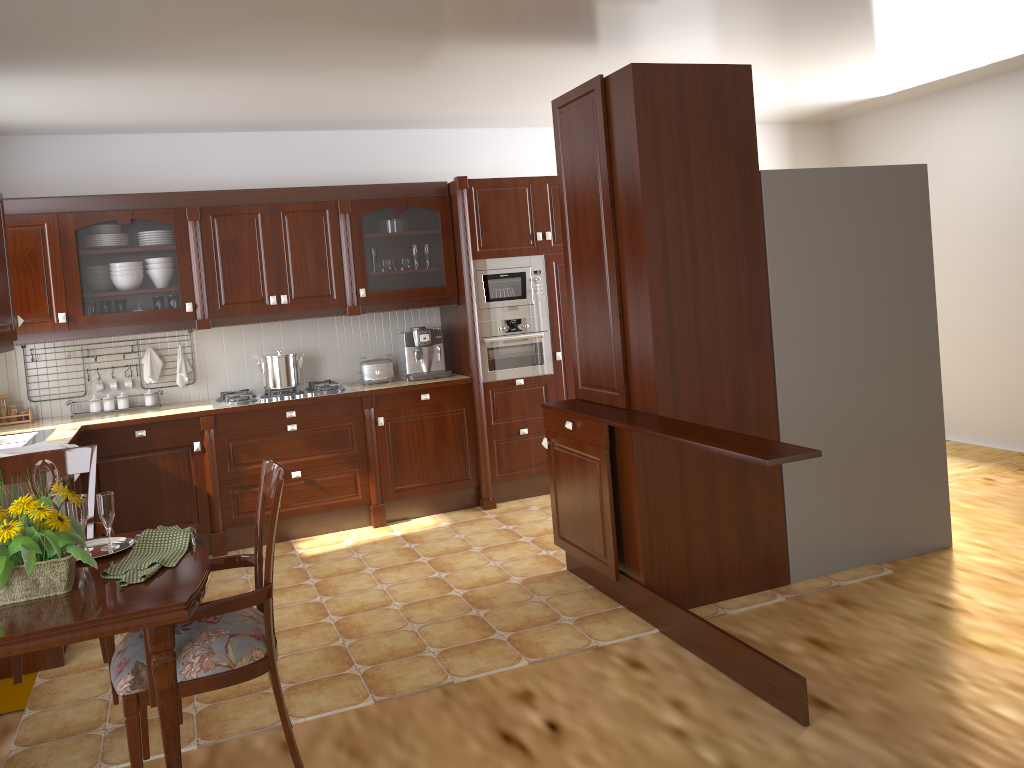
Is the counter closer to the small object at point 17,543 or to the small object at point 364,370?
the small object at point 364,370

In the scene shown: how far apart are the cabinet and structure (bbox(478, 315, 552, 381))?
0.27m

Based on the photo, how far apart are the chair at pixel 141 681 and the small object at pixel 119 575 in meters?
0.1

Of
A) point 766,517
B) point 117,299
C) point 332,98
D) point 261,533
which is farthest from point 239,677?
point 332,98

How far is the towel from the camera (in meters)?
3.68

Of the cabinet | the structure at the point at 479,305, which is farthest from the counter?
the cabinet

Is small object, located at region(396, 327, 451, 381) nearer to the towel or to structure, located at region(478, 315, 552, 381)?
structure, located at region(478, 315, 552, 381)

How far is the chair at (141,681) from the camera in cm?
208

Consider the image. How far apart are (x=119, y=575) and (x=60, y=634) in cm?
30

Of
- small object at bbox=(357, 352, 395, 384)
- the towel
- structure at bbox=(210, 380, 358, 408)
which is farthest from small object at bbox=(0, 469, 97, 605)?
small object at bbox=(357, 352, 395, 384)
